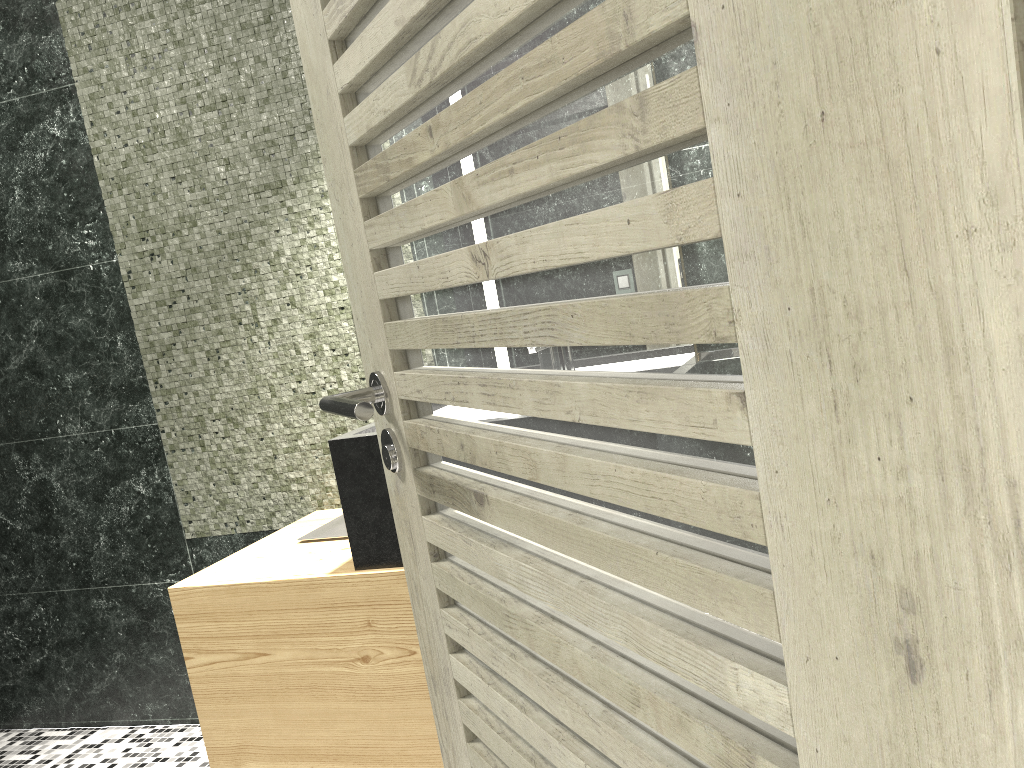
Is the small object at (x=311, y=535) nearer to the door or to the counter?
the counter

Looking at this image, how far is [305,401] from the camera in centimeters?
289cm

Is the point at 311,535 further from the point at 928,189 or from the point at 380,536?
the point at 928,189

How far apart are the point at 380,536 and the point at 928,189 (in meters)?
1.88

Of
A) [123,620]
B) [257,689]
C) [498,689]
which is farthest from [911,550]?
[123,620]

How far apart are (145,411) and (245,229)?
0.8m

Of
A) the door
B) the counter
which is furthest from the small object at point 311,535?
the door

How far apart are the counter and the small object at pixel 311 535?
0.0 meters

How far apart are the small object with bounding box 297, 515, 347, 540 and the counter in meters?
0.0

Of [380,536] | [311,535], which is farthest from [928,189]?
[311,535]
